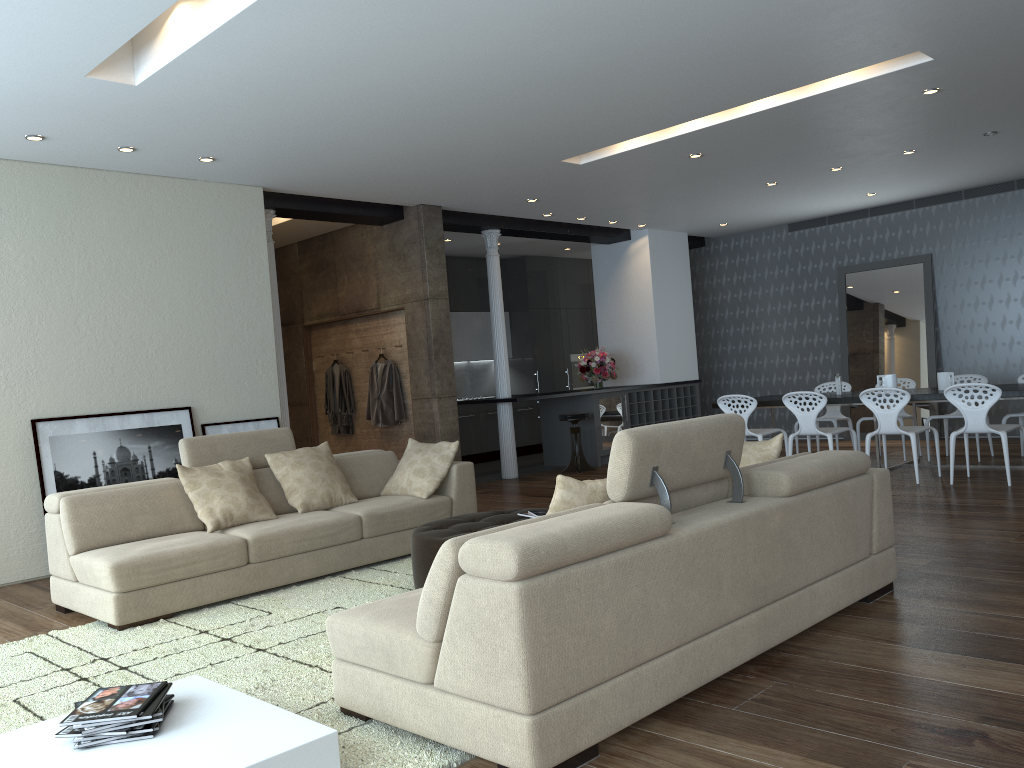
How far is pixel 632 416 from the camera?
11.5m

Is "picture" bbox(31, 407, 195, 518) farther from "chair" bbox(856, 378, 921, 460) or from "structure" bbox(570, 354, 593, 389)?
"structure" bbox(570, 354, 593, 389)

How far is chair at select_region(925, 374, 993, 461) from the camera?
9.0m

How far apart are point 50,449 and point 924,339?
9.67m

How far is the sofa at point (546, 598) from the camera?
2.5 meters

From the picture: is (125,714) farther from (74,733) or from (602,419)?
(602,419)

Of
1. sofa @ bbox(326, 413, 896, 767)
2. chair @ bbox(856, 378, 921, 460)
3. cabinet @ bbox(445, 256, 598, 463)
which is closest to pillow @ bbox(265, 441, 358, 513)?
sofa @ bbox(326, 413, 896, 767)

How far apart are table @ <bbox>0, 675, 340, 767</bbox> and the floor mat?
0.2 meters

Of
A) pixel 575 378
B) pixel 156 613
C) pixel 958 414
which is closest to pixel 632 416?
pixel 575 378

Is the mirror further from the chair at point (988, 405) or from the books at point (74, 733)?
the books at point (74, 733)
